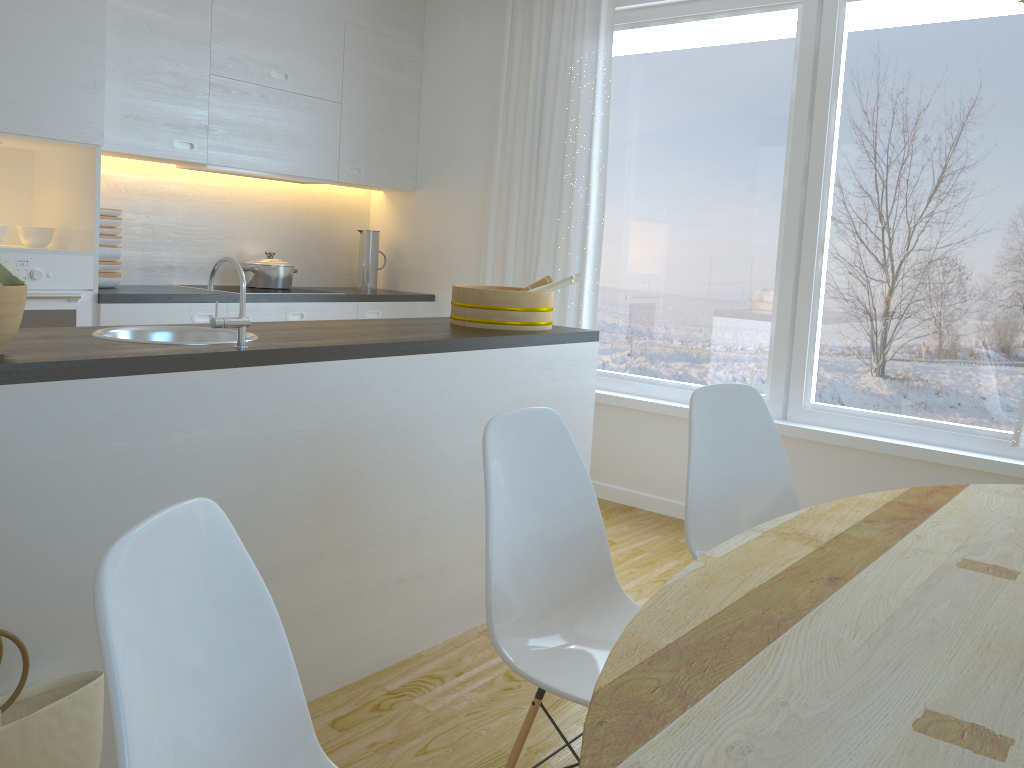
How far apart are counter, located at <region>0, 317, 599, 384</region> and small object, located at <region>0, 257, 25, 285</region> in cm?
14

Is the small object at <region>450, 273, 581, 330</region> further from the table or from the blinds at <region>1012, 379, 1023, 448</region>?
the blinds at <region>1012, 379, 1023, 448</region>

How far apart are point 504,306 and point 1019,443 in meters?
2.0

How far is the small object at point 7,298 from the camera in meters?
1.7 m

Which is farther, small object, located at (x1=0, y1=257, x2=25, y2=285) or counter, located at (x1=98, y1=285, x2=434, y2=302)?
counter, located at (x1=98, y1=285, x2=434, y2=302)

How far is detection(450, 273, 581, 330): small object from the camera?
3.1 meters

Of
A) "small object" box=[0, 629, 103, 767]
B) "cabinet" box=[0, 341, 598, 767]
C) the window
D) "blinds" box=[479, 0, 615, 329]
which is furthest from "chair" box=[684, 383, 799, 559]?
"blinds" box=[479, 0, 615, 329]

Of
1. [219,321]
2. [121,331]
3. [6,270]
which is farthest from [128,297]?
[6,270]

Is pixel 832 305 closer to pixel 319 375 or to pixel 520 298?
pixel 520 298

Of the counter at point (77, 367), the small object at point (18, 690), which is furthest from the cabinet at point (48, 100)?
the small object at point (18, 690)
